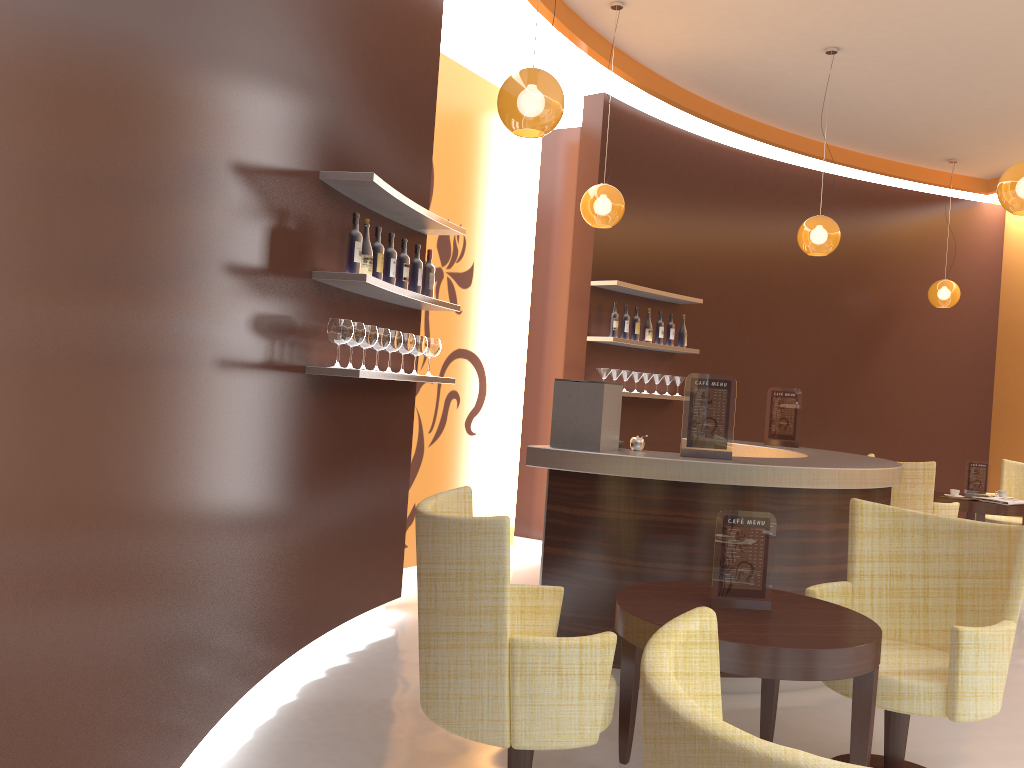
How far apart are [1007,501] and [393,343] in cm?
581

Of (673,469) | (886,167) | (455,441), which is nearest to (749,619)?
(673,469)

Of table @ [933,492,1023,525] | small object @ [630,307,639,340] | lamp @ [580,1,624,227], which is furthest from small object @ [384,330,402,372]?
table @ [933,492,1023,525]

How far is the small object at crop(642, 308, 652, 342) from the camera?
7.5 meters

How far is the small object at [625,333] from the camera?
7.2m

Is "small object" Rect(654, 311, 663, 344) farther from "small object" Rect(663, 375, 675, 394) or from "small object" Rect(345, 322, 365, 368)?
"small object" Rect(345, 322, 365, 368)

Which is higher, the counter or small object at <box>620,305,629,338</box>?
small object at <box>620,305,629,338</box>

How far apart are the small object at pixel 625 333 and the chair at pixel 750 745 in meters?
5.8 m

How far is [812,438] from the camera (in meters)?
9.08

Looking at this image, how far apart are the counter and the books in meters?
2.9 m
